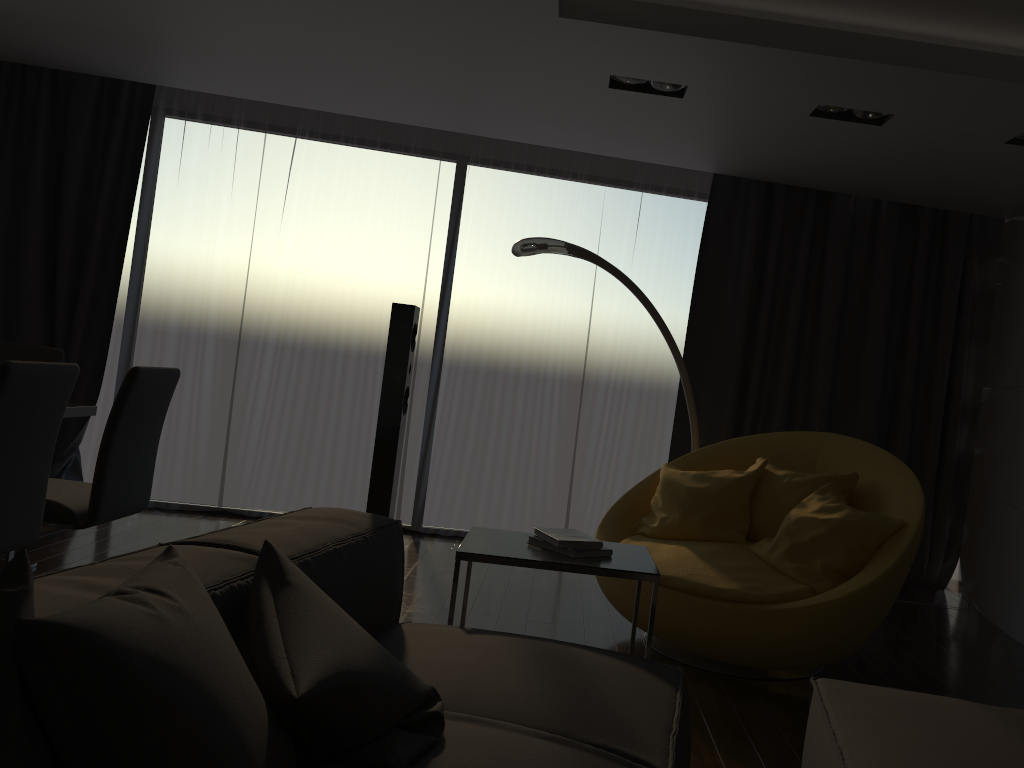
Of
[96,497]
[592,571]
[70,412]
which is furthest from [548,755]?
[70,412]

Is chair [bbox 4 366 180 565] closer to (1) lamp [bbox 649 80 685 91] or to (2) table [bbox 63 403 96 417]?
(2) table [bbox 63 403 96 417]

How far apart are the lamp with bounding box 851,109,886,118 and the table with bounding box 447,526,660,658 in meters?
2.4

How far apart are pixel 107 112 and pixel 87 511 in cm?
338

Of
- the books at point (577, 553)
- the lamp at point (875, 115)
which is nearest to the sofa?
the books at point (577, 553)

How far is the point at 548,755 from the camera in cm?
154

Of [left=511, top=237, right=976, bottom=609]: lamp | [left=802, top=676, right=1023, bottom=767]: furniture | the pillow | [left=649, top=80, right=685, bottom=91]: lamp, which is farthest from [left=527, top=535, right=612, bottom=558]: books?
[left=649, top=80, right=685, bottom=91]: lamp

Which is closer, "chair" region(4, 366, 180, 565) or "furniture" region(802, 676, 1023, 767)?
"furniture" region(802, 676, 1023, 767)

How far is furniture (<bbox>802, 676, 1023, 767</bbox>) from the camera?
1.7m

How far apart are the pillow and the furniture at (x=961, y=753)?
0.83m
